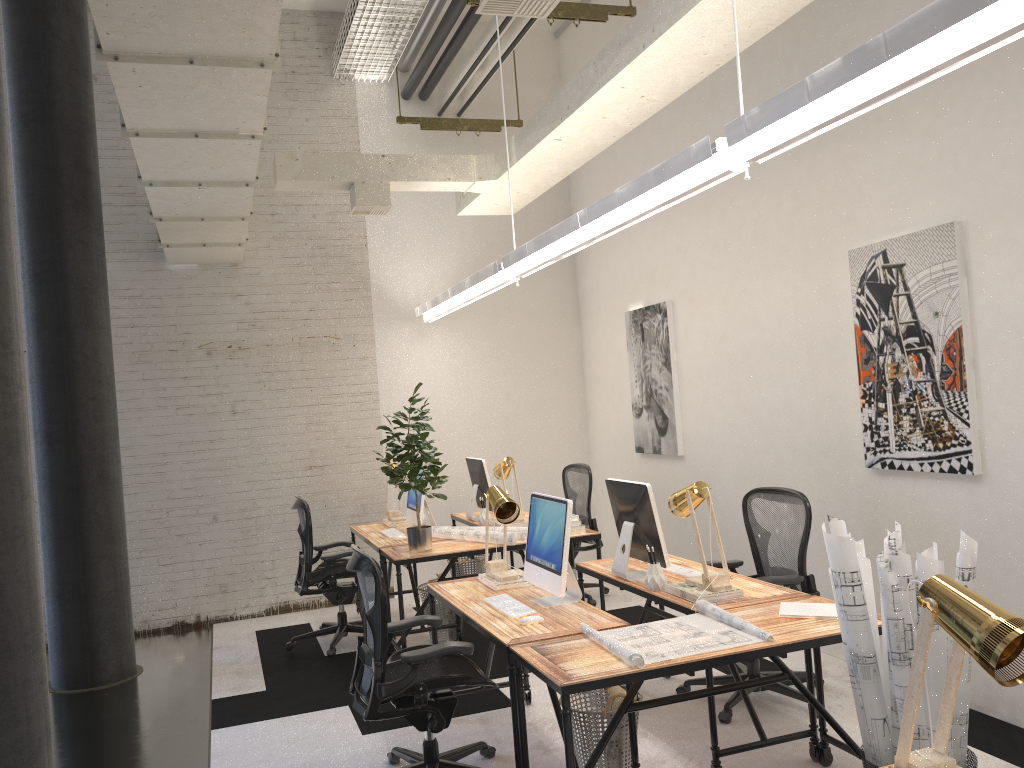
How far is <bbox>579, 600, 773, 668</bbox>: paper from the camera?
3.10m

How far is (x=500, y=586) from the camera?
4.4m

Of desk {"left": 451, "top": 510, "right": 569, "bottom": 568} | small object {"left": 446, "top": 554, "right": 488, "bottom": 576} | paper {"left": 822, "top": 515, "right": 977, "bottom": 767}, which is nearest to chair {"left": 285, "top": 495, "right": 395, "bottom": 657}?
desk {"left": 451, "top": 510, "right": 569, "bottom": 568}

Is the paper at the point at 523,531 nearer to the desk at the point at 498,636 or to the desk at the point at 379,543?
the desk at the point at 379,543

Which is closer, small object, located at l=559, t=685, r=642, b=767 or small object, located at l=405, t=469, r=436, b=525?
small object, located at l=559, t=685, r=642, b=767

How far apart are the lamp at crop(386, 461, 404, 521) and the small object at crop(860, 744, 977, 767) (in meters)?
4.57

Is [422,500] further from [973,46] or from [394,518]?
[973,46]

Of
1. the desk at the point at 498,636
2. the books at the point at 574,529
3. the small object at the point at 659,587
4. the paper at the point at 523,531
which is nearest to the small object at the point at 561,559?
the desk at the point at 498,636

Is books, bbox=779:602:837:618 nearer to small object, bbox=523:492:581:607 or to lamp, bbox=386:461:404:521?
small object, bbox=523:492:581:607

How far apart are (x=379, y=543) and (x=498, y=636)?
2.7m
